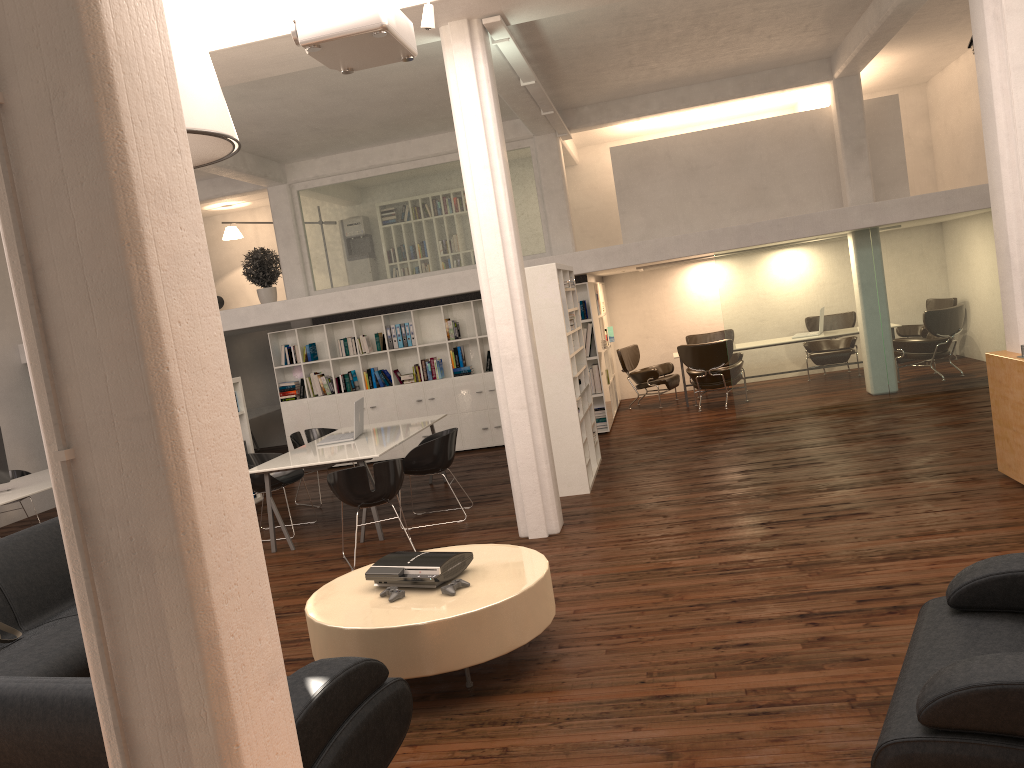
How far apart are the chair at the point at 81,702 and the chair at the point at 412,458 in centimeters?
553cm

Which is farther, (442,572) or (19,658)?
(442,572)

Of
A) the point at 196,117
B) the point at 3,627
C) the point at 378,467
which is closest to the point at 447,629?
the point at 3,627

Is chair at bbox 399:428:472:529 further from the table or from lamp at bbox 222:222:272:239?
lamp at bbox 222:222:272:239

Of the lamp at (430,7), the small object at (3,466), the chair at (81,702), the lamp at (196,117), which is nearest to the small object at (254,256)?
the small object at (3,466)

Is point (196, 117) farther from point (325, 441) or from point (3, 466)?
point (3, 466)

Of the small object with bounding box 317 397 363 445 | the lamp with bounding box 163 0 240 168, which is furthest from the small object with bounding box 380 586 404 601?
the small object with bounding box 317 397 363 445

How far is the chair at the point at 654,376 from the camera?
16.6 meters

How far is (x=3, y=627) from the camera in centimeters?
605cm

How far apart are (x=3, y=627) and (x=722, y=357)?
11.6 meters
